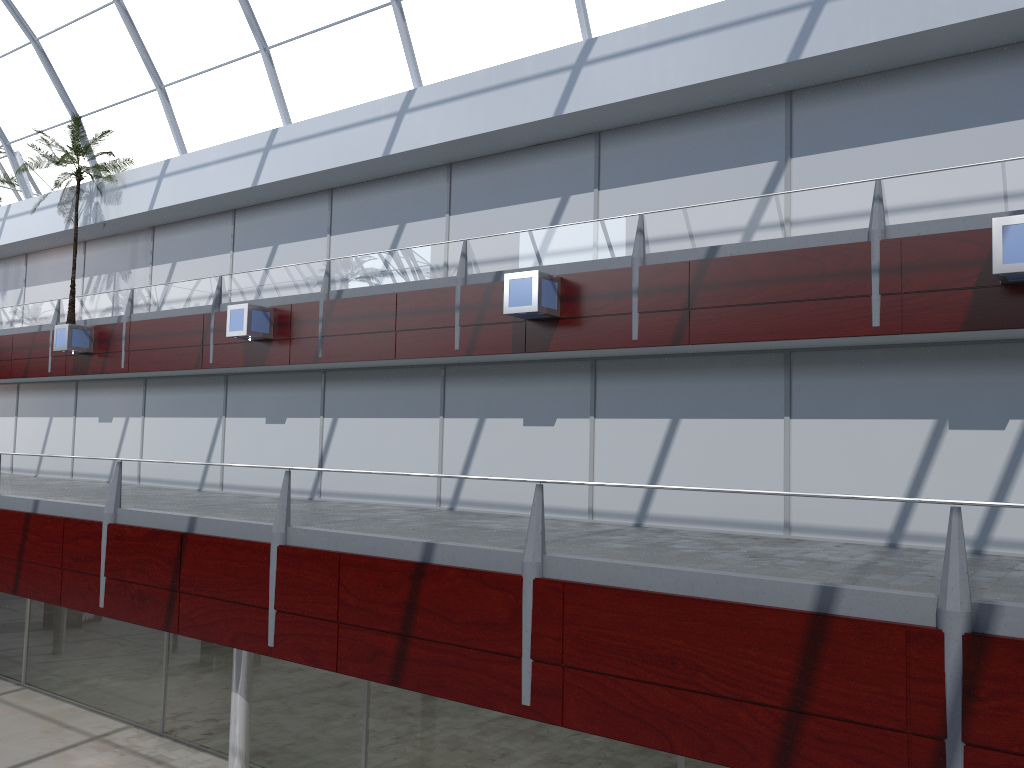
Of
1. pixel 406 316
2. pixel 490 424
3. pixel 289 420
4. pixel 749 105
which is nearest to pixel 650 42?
pixel 749 105
